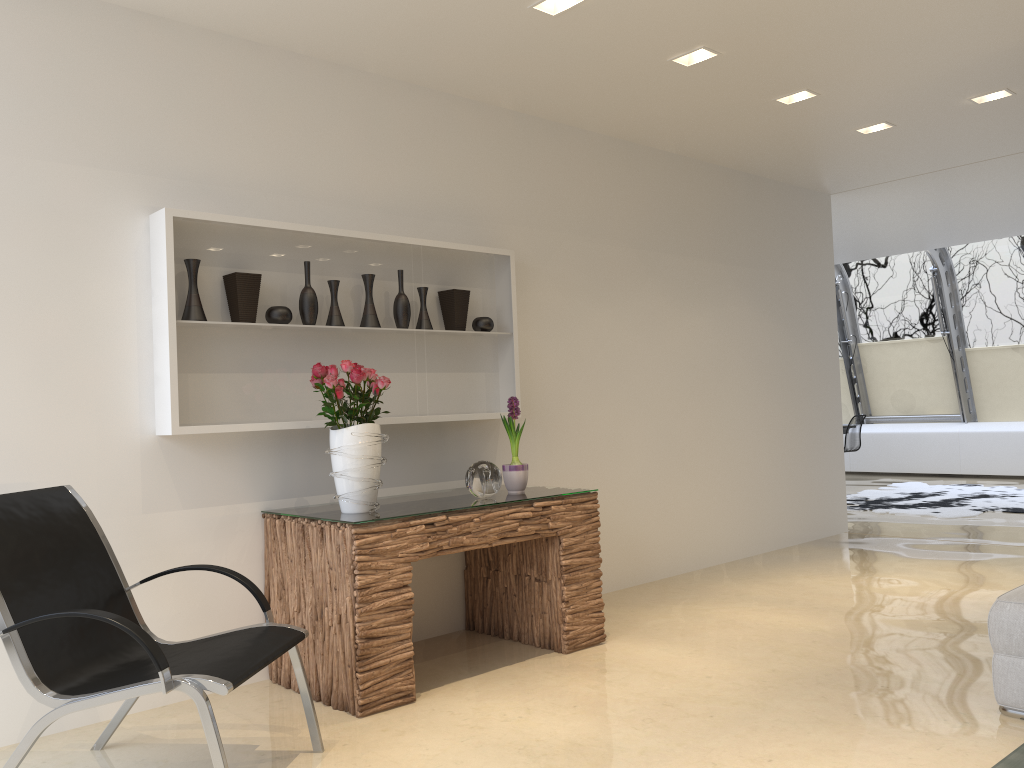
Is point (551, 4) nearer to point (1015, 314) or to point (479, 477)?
point (479, 477)

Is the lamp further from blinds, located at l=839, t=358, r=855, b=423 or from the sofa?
blinds, located at l=839, t=358, r=855, b=423

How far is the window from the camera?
11.46m

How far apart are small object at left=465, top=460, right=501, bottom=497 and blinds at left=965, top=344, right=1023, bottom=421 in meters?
10.0 m

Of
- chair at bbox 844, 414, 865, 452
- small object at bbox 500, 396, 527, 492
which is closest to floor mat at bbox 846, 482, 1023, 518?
chair at bbox 844, 414, 865, 452

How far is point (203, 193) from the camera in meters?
3.9 m

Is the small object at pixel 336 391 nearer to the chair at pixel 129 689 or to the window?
the chair at pixel 129 689

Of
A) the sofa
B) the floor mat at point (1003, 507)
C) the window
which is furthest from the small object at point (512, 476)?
the window

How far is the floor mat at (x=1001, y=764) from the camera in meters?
2.7 m

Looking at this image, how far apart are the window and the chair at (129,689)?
10.76m
